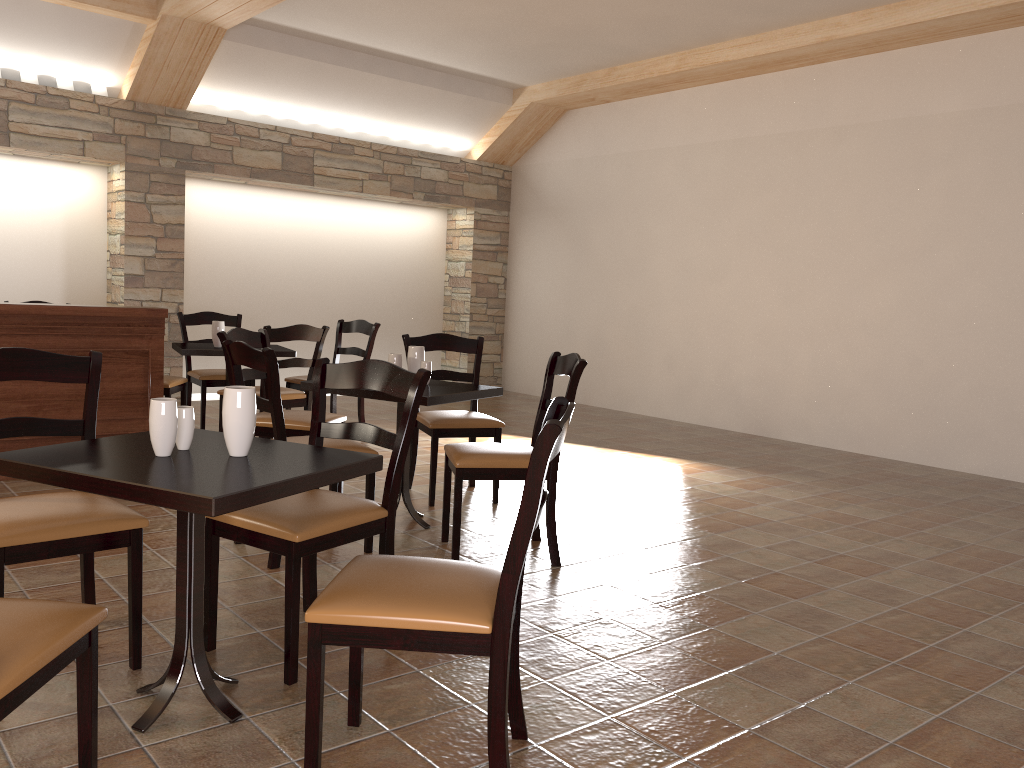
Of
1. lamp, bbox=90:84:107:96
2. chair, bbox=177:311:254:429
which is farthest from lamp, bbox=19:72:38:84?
chair, bbox=177:311:254:429

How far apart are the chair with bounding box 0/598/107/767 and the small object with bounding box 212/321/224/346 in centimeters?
423cm

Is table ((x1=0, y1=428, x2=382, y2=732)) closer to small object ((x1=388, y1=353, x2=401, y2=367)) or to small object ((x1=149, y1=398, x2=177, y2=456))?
small object ((x1=149, y1=398, x2=177, y2=456))

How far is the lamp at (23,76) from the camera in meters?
6.9 m

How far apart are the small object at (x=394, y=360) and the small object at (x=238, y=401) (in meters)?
1.87

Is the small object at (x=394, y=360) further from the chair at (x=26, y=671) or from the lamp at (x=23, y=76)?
the lamp at (x=23, y=76)

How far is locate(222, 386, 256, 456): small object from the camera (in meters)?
2.15

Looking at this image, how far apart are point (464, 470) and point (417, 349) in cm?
87

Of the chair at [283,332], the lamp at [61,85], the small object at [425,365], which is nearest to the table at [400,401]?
the small object at [425,365]

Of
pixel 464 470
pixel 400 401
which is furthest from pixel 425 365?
pixel 464 470
